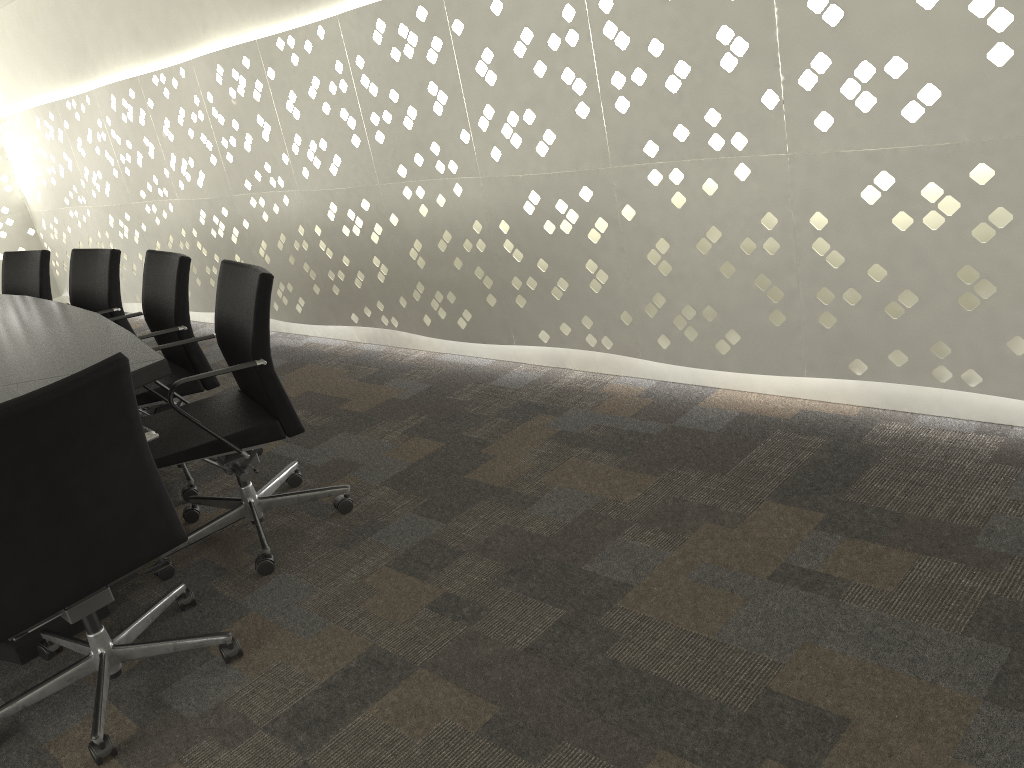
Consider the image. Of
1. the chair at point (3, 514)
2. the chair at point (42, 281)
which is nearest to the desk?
the chair at point (3, 514)

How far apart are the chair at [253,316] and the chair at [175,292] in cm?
16

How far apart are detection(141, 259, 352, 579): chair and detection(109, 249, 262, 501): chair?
0.16m

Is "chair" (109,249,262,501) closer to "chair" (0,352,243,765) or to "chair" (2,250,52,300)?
"chair" (0,352,243,765)

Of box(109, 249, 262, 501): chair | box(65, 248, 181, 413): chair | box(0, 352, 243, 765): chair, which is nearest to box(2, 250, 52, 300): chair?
box(65, 248, 181, 413): chair

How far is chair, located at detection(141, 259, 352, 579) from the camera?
2.3 meters

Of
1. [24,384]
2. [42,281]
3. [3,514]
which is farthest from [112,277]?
[3,514]

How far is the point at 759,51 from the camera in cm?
232

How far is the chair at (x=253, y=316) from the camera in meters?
2.3 m

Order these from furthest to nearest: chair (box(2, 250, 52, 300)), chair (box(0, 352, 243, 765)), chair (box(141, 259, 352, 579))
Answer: chair (box(2, 250, 52, 300)) < chair (box(141, 259, 352, 579)) < chair (box(0, 352, 243, 765))
